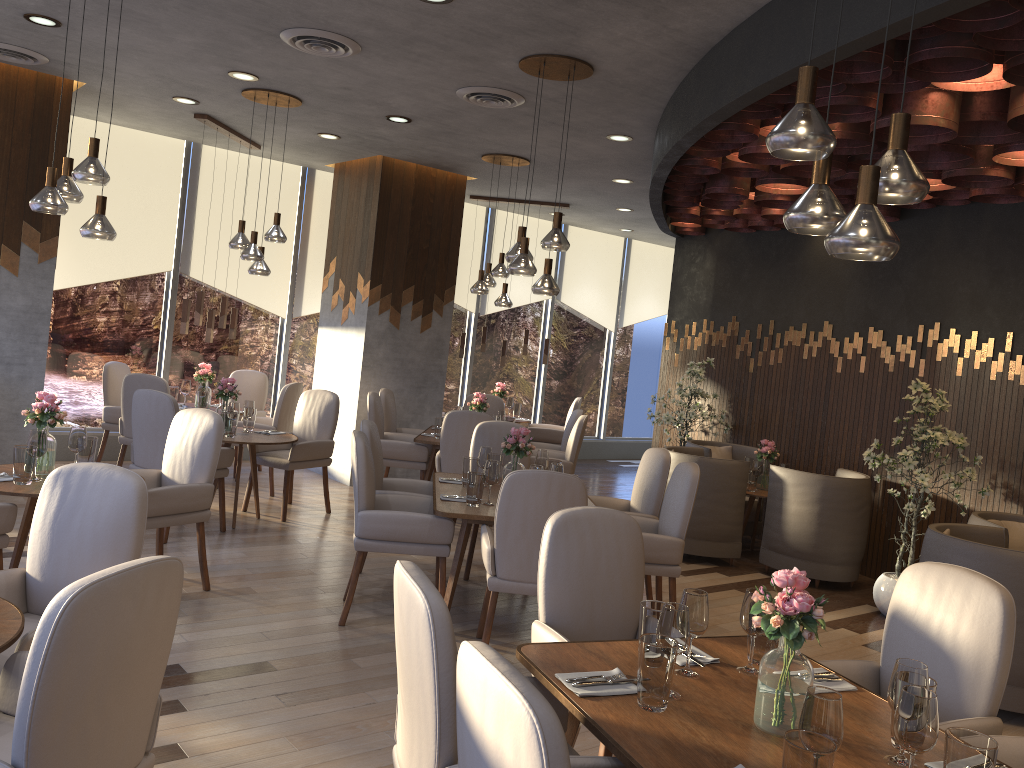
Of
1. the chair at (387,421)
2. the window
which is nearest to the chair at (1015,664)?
the chair at (387,421)

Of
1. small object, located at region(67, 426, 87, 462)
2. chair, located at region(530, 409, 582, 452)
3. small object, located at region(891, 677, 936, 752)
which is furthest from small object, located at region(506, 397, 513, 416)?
small object, located at region(891, 677, 936, 752)

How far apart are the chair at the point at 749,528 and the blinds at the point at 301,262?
4.4m

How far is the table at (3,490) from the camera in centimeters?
403cm

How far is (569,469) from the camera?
7.5 meters

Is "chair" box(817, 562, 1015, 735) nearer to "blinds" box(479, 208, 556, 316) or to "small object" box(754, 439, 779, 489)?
"small object" box(754, 439, 779, 489)

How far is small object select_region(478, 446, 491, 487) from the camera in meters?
5.4

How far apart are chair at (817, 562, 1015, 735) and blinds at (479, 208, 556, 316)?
8.5 meters

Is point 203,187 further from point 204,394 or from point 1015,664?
point 1015,664

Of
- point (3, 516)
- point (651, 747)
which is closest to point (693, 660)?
point (651, 747)
